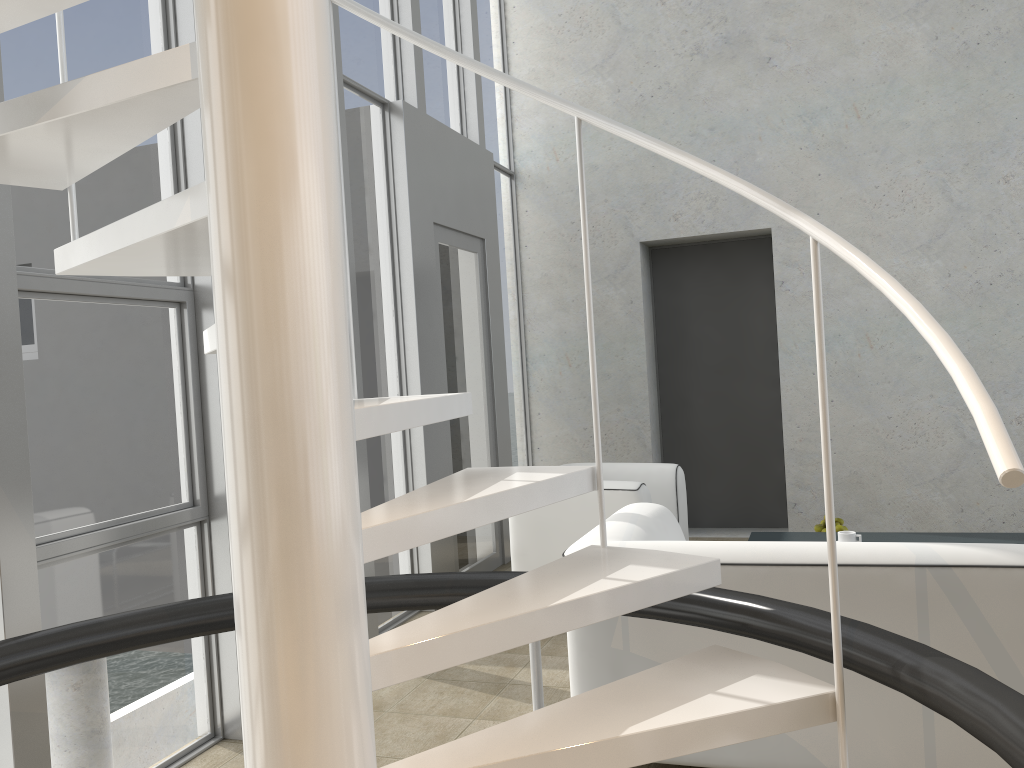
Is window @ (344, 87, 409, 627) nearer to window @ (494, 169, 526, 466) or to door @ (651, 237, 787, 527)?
window @ (494, 169, 526, 466)

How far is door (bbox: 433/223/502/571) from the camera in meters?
5.1 m

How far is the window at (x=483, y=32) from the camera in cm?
619

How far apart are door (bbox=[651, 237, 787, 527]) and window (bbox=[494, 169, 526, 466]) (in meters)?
1.07

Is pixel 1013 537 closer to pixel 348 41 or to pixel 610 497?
pixel 610 497

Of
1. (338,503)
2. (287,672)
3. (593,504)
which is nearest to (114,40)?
(338,503)

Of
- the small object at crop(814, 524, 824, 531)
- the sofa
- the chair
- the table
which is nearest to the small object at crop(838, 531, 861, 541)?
the table

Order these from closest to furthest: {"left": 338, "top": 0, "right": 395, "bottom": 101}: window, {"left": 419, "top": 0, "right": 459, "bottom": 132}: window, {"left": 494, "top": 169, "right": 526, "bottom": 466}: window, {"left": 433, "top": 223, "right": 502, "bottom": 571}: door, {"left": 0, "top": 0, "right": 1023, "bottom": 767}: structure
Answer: {"left": 0, "top": 0, "right": 1023, "bottom": 767}: structure → {"left": 338, "top": 0, "right": 395, "bottom": 101}: window → {"left": 433, "top": 223, "right": 502, "bottom": 571}: door → {"left": 419, "top": 0, "right": 459, "bottom": 132}: window → {"left": 494, "top": 169, "right": 526, "bottom": 466}: window

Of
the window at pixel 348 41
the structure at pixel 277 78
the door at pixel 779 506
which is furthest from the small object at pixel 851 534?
the window at pixel 348 41

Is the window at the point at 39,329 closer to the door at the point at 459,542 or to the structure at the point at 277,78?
the structure at the point at 277,78
